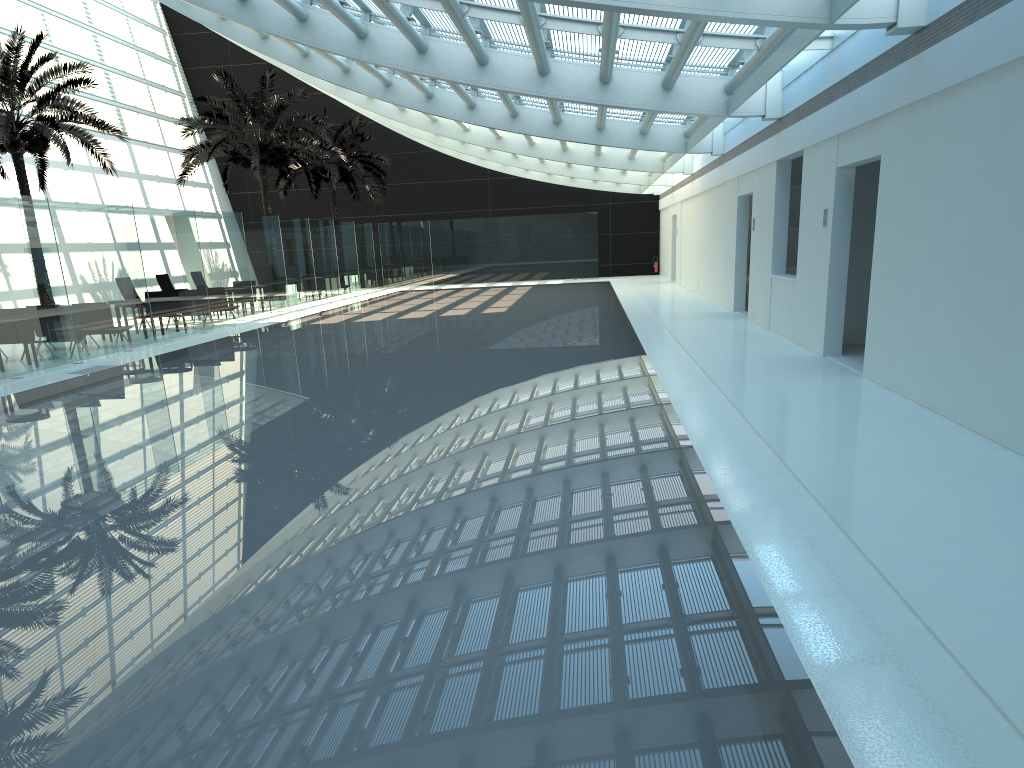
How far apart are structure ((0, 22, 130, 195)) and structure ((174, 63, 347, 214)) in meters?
3.3

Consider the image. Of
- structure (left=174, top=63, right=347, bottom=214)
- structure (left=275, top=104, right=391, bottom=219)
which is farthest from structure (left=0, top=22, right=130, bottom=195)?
structure (left=275, top=104, right=391, bottom=219)

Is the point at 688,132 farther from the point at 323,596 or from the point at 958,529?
the point at 323,596

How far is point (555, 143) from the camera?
26.4 meters

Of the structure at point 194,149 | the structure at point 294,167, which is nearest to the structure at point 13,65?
the structure at point 194,149

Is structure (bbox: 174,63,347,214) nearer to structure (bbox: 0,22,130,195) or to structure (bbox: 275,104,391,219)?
structure (bbox: 0,22,130,195)

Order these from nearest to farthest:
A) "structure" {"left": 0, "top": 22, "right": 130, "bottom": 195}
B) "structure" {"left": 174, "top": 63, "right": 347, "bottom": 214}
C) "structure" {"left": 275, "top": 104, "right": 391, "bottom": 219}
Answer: "structure" {"left": 0, "top": 22, "right": 130, "bottom": 195} < "structure" {"left": 174, "top": 63, "right": 347, "bottom": 214} < "structure" {"left": 275, "top": 104, "right": 391, "bottom": 219}

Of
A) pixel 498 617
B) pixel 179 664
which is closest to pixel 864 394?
pixel 498 617

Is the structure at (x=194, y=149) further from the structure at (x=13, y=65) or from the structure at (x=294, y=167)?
the structure at (x=294, y=167)

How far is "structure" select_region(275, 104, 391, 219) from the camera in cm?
3475
